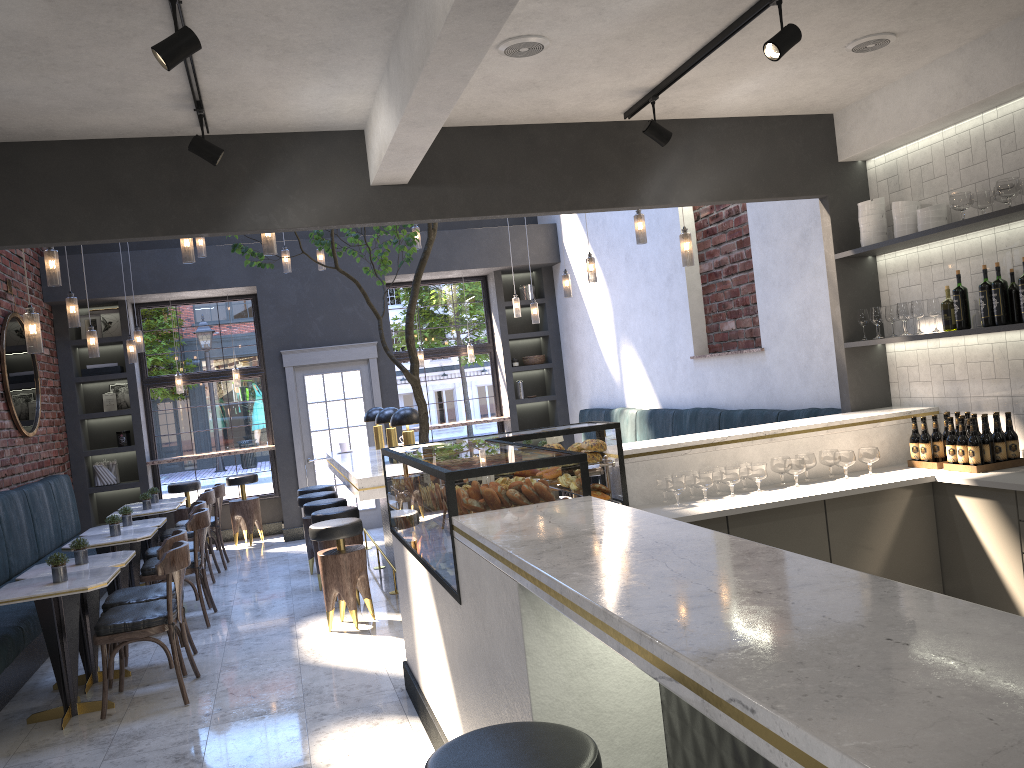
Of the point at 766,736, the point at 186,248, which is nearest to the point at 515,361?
the point at 186,248

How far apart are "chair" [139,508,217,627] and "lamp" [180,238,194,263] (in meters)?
1.98

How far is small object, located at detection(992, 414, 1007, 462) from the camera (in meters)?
4.53

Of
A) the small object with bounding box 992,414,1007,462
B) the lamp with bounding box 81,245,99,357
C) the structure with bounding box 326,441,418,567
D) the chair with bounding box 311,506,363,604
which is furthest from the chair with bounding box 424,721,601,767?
the lamp with bounding box 81,245,99,357

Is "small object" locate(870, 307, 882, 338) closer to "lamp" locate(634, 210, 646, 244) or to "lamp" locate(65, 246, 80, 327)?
"lamp" locate(634, 210, 646, 244)

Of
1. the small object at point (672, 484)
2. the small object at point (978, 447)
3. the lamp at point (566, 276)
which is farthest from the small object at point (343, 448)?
the small object at point (978, 447)

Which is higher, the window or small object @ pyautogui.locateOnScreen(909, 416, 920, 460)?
the window

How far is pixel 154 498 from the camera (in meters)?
8.93

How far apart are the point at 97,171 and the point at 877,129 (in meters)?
4.26

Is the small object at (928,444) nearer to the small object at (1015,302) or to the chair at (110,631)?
the small object at (1015,302)
